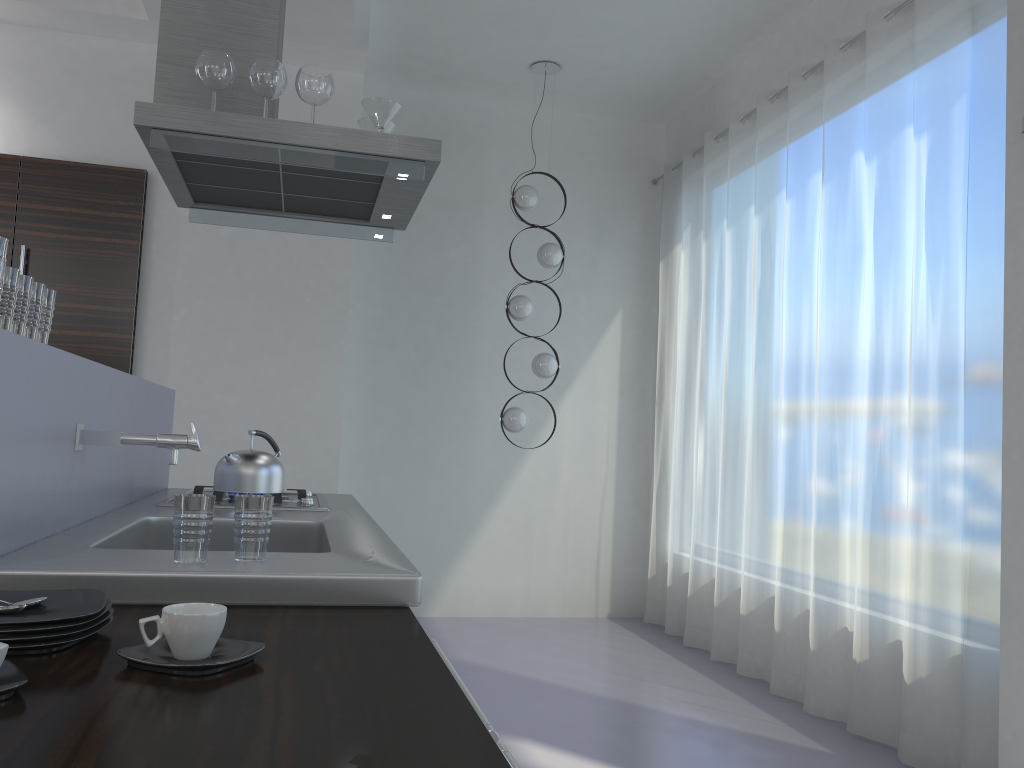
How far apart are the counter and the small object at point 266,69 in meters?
1.0

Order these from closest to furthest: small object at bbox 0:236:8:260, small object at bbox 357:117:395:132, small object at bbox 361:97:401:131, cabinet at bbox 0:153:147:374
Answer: small object at bbox 0:236:8:260, small object at bbox 361:97:401:131, small object at bbox 357:117:395:132, cabinet at bbox 0:153:147:374

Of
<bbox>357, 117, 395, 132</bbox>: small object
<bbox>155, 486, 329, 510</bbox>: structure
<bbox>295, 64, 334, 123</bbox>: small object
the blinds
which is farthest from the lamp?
<bbox>295, 64, 334, 123</bbox>: small object

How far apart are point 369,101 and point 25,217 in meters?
2.6

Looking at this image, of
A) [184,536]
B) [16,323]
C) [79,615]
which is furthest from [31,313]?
[79,615]

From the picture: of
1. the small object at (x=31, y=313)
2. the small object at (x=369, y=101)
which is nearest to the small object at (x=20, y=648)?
the small object at (x=31, y=313)

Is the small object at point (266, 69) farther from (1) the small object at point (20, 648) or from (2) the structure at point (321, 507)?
(1) the small object at point (20, 648)

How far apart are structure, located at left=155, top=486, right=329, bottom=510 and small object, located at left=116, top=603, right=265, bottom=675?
1.6 meters

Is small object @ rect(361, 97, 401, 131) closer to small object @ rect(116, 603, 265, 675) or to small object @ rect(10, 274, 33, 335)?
small object @ rect(10, 274, 33, 335)

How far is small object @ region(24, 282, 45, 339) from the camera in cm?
173
